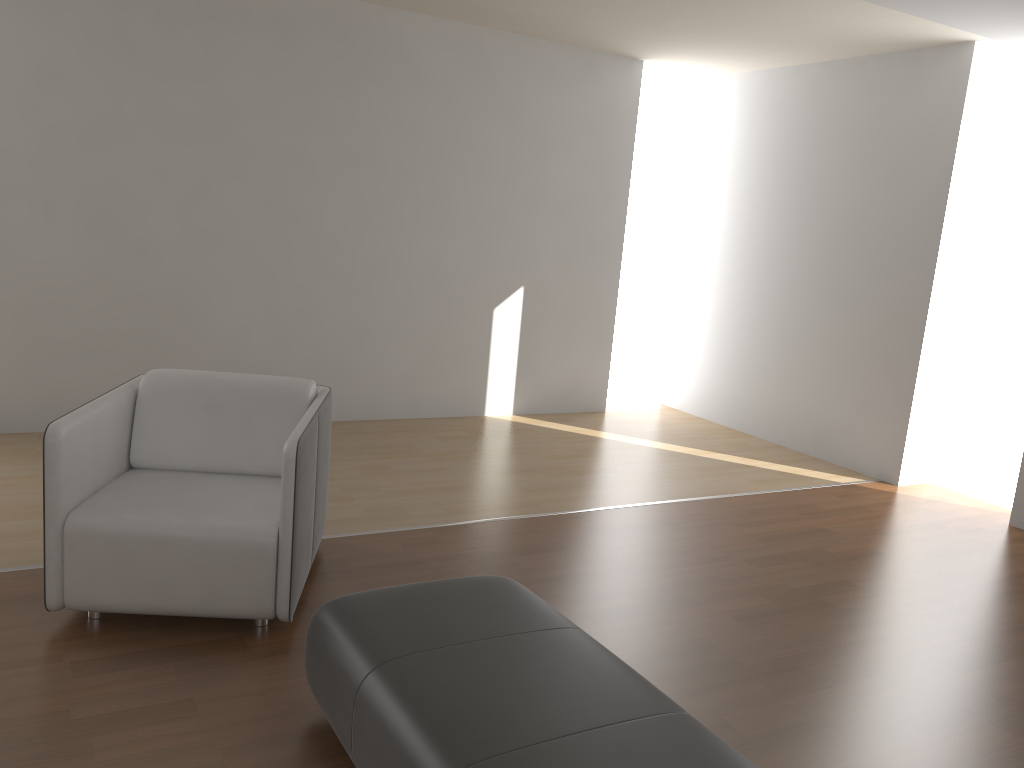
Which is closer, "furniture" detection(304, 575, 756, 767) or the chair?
"furniture" detection(304, 575, 756, 767)

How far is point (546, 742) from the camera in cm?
181

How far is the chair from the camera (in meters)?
2.73

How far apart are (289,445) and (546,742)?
1.3m

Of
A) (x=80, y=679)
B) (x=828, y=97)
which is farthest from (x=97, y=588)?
(x=828, y=97)

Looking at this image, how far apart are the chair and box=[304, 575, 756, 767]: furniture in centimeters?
42cm

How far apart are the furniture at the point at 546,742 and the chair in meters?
0.4 m

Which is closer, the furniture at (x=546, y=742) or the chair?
the furniture at (x=546, y=742)

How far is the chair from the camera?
2.7m
